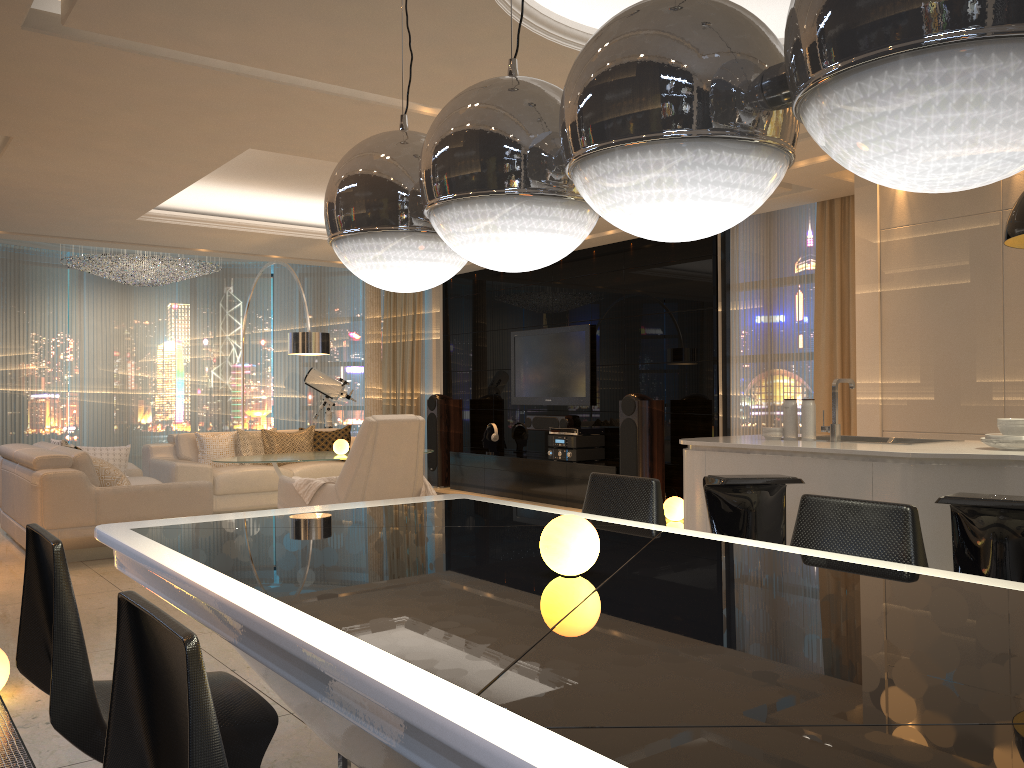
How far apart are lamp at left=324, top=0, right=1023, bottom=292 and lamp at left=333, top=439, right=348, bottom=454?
5.92m

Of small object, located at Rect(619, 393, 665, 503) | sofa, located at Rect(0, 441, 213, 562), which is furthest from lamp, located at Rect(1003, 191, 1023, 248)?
sofa, located at Rect(0, 441, 213, 562)

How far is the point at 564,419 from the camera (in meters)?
9.30

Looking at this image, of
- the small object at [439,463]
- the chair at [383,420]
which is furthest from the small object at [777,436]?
the small object at [439,463]

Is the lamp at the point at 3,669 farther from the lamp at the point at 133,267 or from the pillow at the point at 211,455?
the lamp at the point at 133,267

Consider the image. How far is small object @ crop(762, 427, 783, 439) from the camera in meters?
4.5 m

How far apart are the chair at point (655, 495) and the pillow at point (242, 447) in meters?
6.5 m

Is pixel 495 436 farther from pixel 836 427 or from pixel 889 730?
pixel 889 730

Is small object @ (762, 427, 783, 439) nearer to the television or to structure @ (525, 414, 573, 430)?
the television

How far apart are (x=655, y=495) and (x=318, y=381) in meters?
8.7 m
